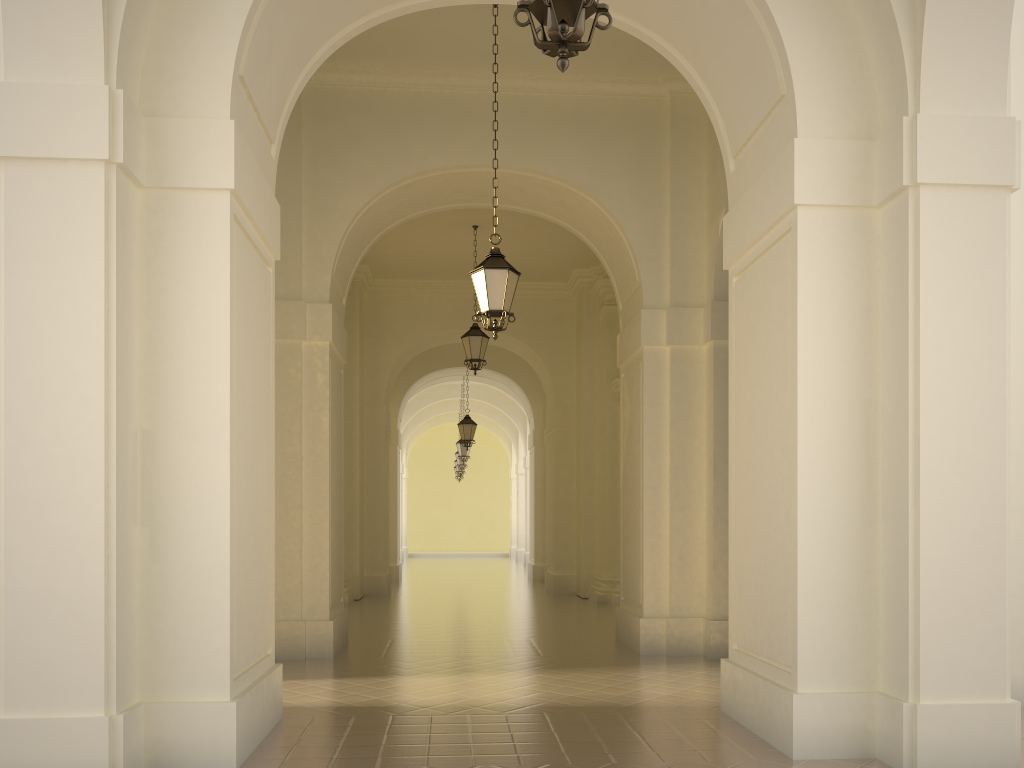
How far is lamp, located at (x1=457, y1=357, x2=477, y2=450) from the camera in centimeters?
2131cm

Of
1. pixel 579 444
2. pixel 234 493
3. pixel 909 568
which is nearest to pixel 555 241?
pixel 579 444

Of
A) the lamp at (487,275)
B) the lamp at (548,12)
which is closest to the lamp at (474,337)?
the lamp at (487,275)

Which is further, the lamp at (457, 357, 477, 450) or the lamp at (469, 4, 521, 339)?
the lamp at (457, 357, 477, 450)

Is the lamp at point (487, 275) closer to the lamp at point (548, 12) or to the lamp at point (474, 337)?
the lamp at point (548, 12)

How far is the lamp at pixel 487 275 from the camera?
8.56m

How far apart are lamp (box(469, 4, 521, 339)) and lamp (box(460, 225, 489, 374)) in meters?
6.3 m

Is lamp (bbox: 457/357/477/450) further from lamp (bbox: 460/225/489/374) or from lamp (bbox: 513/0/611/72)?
lamp (bbox: 513/0/611/72)

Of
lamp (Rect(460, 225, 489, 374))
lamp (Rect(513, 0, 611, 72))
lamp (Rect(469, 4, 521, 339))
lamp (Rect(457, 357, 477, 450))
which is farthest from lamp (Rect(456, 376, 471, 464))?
lamp (Rect(513, 0, 611, 72))

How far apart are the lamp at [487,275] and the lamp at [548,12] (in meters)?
4.78
